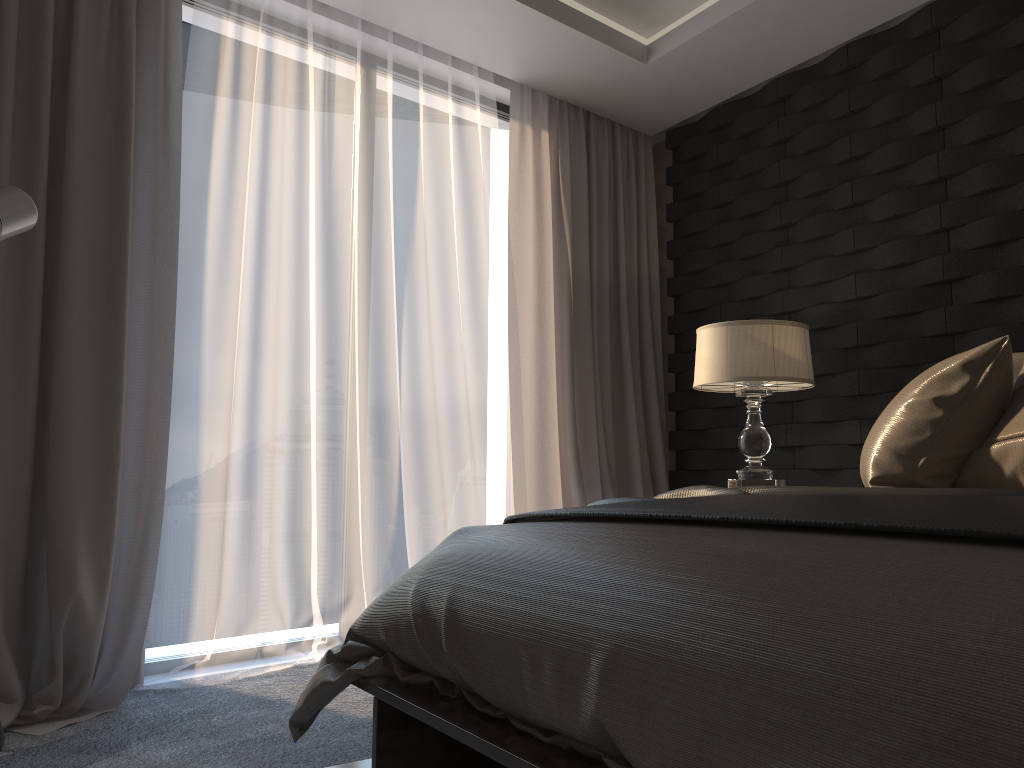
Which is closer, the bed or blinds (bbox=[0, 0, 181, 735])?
the bed

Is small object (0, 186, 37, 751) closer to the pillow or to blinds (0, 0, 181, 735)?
blinds (0, 0, 181, 735)

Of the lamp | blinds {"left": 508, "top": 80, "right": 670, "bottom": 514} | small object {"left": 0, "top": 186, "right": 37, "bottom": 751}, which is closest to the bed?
small object {"left": 0, "top": 186, "right": 37, "bottom": 751}

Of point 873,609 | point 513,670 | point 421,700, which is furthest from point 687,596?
point 421,700

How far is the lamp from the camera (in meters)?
3.11

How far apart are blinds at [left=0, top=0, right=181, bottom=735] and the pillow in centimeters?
216cm

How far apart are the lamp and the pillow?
0.8m

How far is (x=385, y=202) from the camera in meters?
3.6 m

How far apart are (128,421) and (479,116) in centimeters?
204cm

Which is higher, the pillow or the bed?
the pillow
